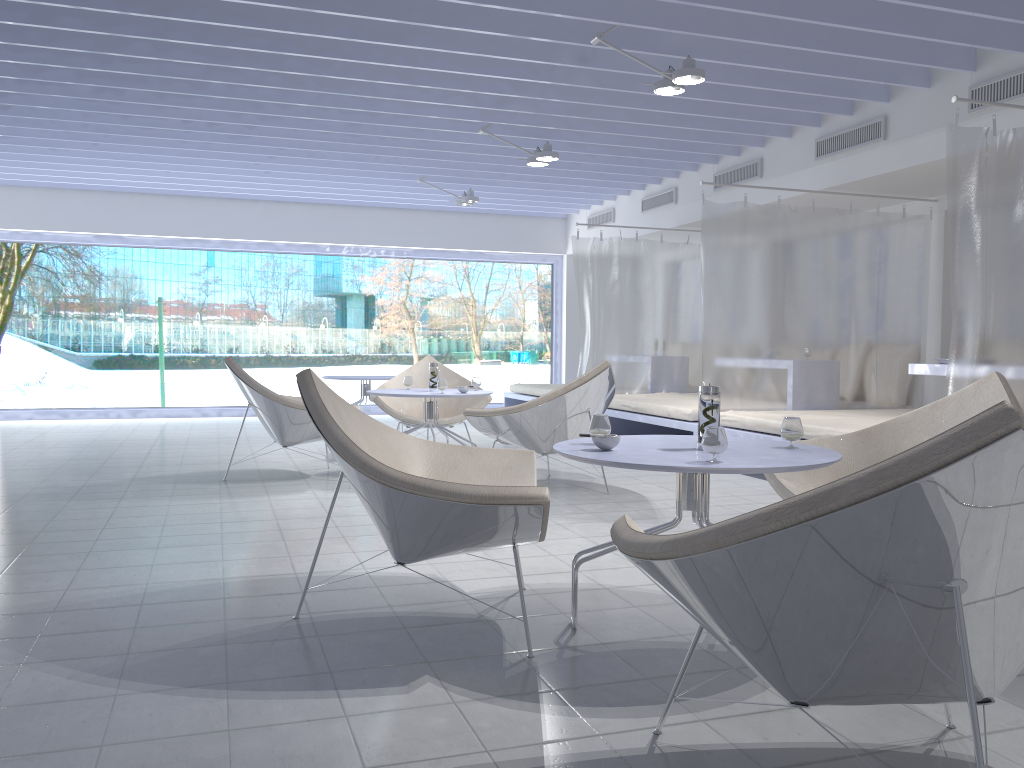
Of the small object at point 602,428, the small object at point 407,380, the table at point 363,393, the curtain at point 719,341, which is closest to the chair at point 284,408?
the small object at point 407,380

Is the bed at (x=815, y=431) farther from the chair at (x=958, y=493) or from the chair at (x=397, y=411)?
the chair at (x=958, y=493)

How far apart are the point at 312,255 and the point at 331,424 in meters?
9.9 m

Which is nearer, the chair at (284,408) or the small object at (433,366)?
the chair at (284,408)

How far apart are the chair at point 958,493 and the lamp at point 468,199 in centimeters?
703cm

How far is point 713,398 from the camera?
2.6 meters

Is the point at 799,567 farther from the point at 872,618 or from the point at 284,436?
the point at 284,436

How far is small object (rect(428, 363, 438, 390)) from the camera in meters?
5.8 m

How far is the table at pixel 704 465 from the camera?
2.2 meters

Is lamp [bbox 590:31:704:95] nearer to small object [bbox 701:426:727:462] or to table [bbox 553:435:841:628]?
table [bbox 553:435:841:628]
